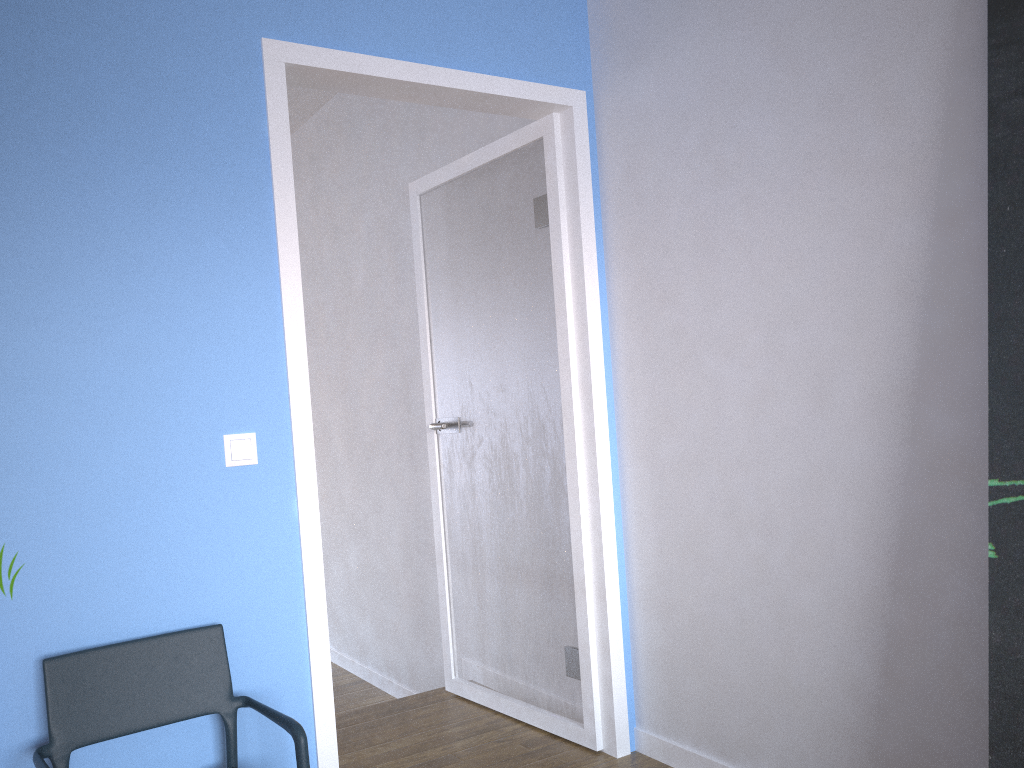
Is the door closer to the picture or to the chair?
the chair

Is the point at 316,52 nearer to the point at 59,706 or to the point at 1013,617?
the point at 59,706

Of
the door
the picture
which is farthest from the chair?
the picture

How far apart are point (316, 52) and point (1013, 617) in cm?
210

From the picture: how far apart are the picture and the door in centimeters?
127cm

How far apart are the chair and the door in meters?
0.2

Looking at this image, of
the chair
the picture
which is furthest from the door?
the picture

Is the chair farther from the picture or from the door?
the picture

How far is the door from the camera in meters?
2.4

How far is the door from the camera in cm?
237
